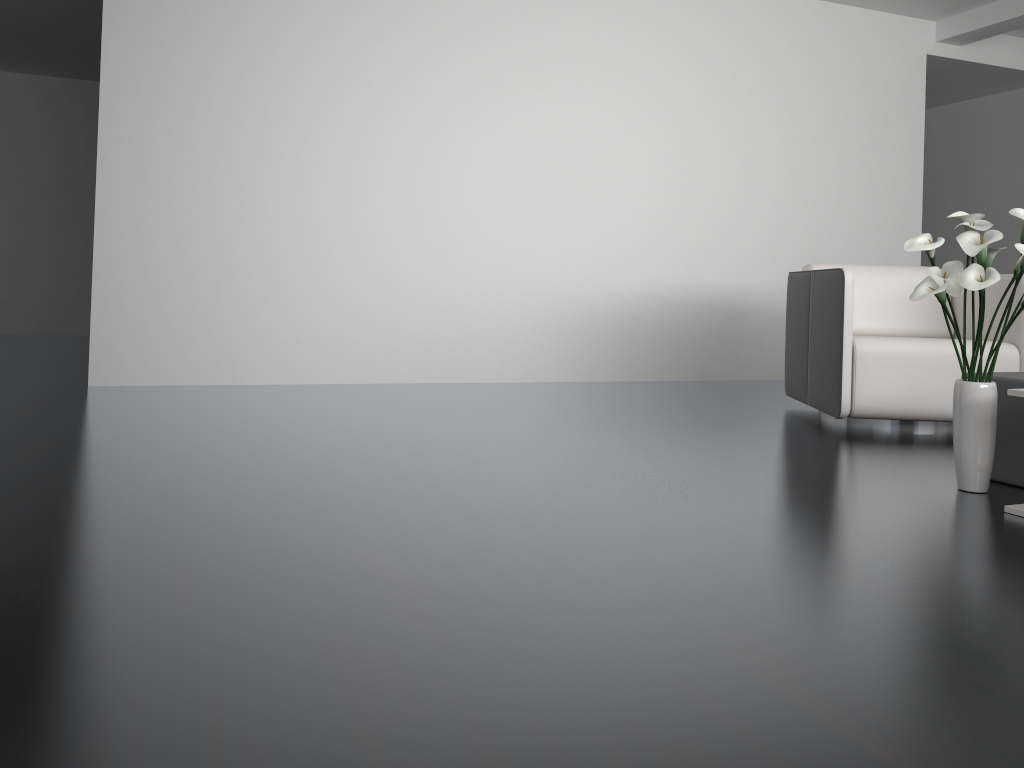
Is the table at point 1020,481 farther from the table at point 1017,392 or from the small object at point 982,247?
the table at point 1017,392

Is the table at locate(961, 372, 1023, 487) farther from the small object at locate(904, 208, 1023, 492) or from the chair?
the chair

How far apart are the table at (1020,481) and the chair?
0.8m

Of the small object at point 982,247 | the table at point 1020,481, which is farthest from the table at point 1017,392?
the table at point 1020,481

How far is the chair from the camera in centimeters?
351cm

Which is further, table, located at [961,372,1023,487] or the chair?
the chair

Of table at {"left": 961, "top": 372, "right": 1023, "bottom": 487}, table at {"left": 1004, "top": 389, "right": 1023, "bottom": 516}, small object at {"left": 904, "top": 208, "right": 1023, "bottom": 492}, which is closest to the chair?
table at {"left": 961, "top": 372, "right": 1023, "bottom": 487}

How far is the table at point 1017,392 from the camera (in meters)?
2.25

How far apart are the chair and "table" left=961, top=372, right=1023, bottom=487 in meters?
0.8

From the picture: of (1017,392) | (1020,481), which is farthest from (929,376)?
(1017,392)
